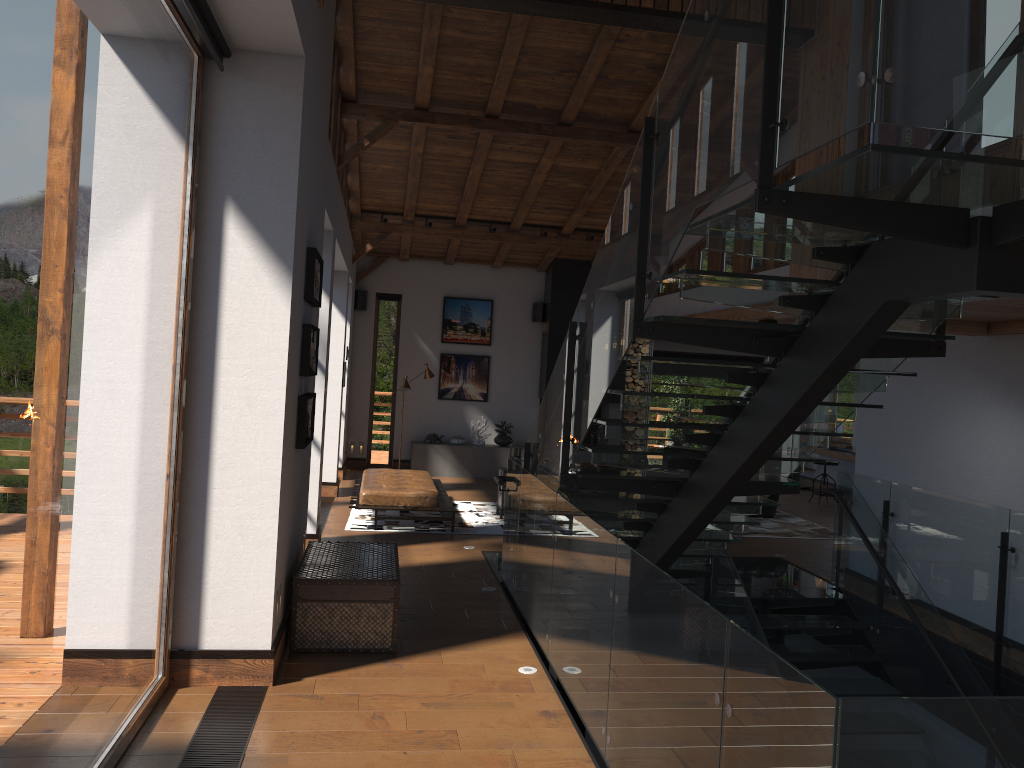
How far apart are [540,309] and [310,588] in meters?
10.5

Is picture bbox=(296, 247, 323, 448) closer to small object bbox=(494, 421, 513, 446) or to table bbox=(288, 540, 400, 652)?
table bbox=(288, 540, 400, 652)

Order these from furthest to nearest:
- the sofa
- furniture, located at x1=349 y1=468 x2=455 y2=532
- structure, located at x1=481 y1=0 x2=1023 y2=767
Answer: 1. the sofa
2. furniture, located at x1=349 y1=468 x2=455 y2=532
3. structure, located at x1=481 y1=0 x2=1023 y2=767

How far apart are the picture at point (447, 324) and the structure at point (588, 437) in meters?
2.4

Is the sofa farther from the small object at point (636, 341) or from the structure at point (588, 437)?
the structure at point (588, 437)

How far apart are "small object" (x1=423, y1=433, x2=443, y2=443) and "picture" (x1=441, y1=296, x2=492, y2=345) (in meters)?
1.72

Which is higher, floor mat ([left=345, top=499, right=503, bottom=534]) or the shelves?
the shelves

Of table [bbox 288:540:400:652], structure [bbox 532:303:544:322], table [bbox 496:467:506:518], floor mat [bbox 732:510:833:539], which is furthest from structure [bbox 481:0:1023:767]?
structure [bbox 532:303:544:322]

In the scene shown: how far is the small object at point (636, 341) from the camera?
15.62m

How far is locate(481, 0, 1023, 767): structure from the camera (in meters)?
2.31
